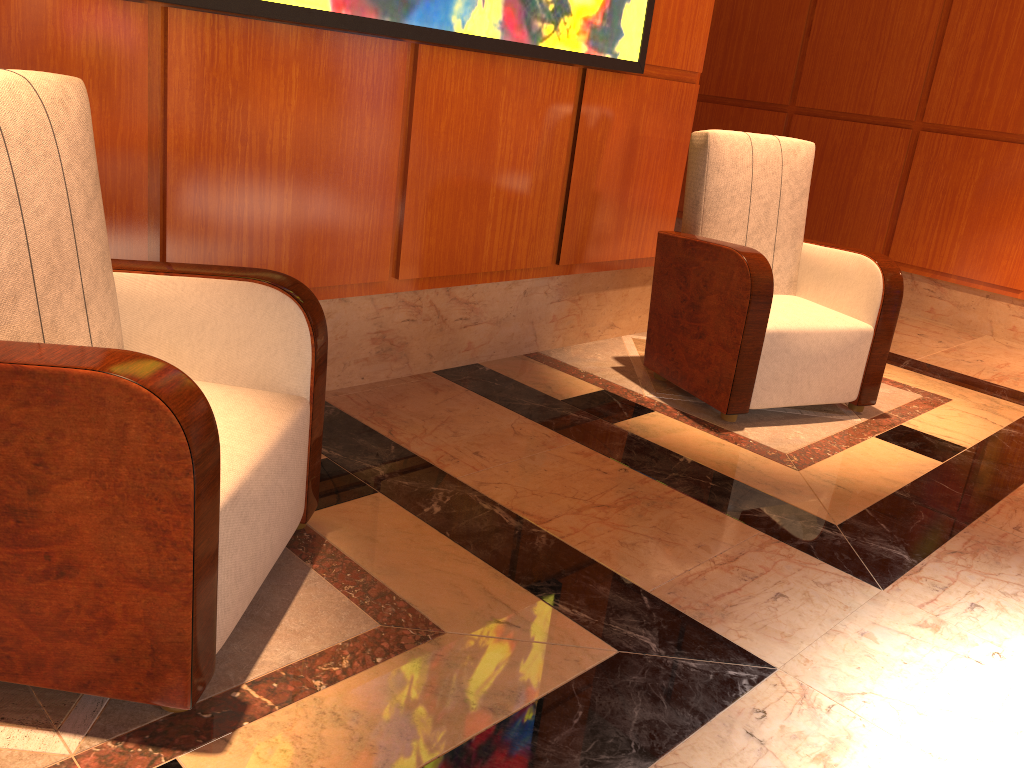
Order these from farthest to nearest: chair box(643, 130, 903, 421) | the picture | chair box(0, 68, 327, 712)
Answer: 1. chair box(643, 130, 903, 421)
2. the picture
3. chair box(0, 68, 327, 712)

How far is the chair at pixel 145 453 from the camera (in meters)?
1.29

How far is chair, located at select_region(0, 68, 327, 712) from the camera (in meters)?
1.29

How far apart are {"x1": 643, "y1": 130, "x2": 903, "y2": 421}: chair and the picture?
0.34m

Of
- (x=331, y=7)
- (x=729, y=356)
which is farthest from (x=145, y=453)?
(x=729, y=356)

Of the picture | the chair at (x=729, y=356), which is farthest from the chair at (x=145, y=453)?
the chair at (x=729, y=356)

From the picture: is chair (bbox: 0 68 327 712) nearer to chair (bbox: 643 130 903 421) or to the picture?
the picture

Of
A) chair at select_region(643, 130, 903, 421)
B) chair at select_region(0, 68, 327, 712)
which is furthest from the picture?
chair at select_region(0, 68, 327, 712)

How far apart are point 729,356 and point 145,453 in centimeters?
216cm

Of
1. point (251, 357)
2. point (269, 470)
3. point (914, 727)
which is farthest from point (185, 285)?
point (914, 727)
